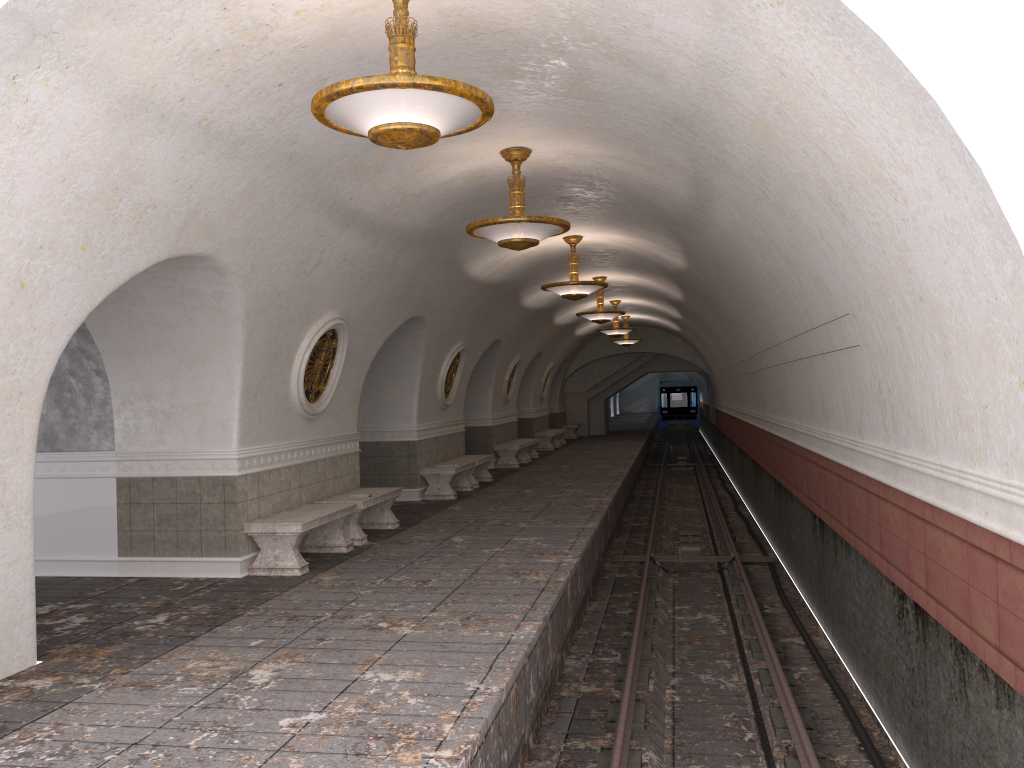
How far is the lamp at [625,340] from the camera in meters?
27.2 m

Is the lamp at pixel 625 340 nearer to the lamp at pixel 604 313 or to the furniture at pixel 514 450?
the furniture at pixel 514 450

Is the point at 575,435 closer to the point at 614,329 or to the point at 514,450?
the point at 614,329

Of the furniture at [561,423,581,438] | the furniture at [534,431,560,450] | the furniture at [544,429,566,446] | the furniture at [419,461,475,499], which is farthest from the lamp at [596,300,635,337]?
the furniture at [561,423,581,438]

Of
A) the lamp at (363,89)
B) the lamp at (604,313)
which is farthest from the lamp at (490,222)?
the lamp at (604,313)

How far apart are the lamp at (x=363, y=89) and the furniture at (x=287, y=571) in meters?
4.4 m

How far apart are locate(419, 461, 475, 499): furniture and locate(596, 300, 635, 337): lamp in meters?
8.0

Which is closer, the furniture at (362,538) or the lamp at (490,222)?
the lamp at (490,222)

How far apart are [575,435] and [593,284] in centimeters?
1982cm

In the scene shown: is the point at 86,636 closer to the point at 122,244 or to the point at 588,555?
the point at 122,244
